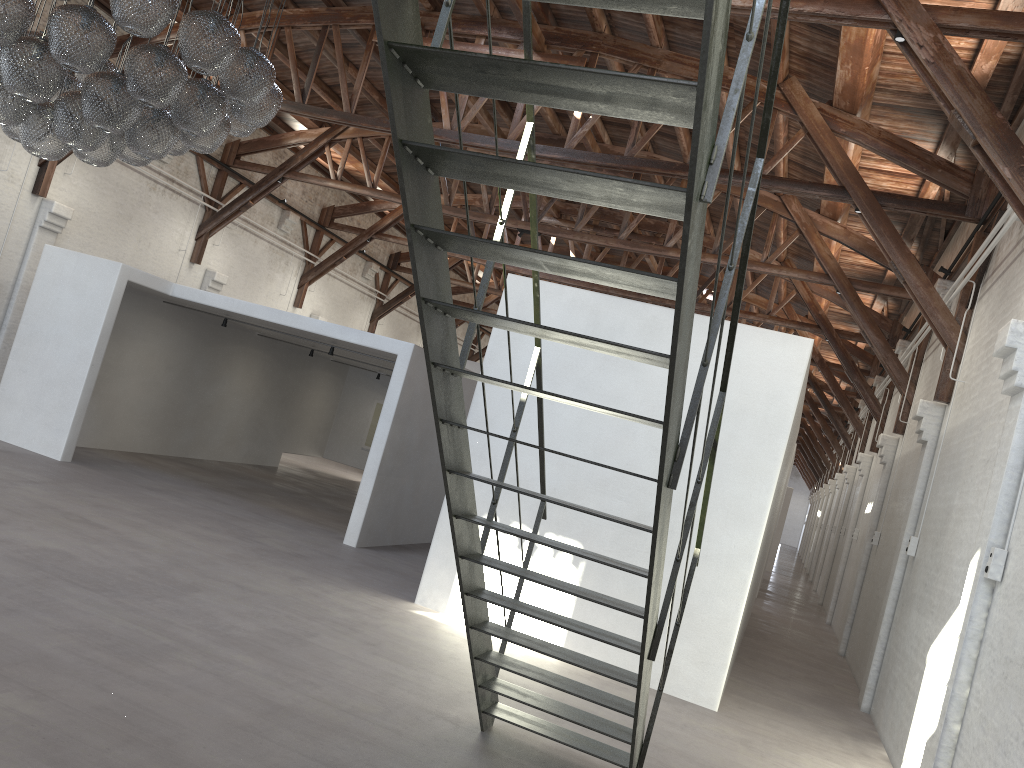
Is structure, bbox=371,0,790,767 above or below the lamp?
below

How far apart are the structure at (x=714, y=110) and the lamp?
2.56m

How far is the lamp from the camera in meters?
5.0 m

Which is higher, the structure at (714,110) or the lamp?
the lamp

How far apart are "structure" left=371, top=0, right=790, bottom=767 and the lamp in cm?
256

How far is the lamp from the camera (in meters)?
4.99

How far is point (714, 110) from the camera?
2.4 meters

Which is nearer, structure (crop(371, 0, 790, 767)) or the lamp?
structure (crop(371, 0, 790, 767))

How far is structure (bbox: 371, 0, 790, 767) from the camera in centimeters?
236cm
